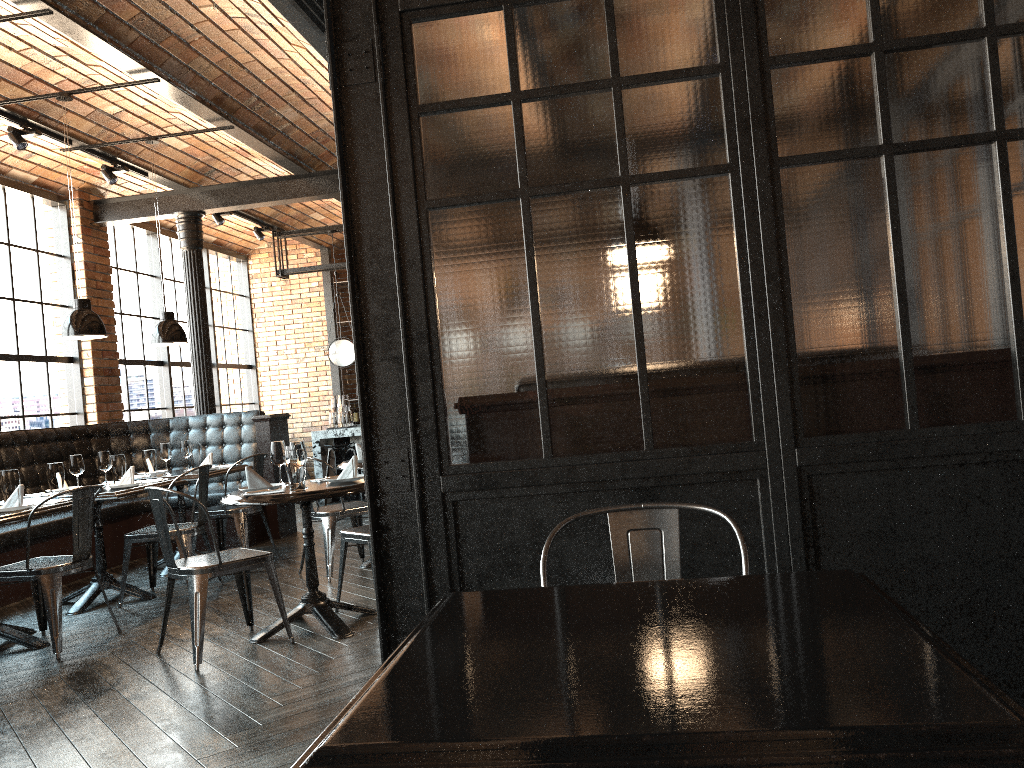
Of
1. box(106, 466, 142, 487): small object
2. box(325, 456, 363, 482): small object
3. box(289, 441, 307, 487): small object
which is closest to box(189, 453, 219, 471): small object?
box(106, 466, 142, 487): small object

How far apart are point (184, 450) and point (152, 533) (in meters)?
1.51

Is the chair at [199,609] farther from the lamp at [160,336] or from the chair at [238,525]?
the lamp at [160,336]

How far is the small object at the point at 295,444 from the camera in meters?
4.6

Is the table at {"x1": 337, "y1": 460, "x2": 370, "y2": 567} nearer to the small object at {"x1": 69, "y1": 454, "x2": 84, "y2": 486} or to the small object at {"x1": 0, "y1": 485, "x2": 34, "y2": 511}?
the small object at {"x1": 69, "y1": 454, "x2": 84, "y2": 486}

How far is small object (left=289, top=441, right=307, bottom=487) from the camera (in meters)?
4.55

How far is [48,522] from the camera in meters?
6.6

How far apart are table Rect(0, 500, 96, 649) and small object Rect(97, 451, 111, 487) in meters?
1.0

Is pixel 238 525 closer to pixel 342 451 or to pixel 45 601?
pixel 45 601

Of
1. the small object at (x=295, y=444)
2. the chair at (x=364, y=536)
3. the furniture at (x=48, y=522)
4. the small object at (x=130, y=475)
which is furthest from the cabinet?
the small object at (x=295, y=444)
